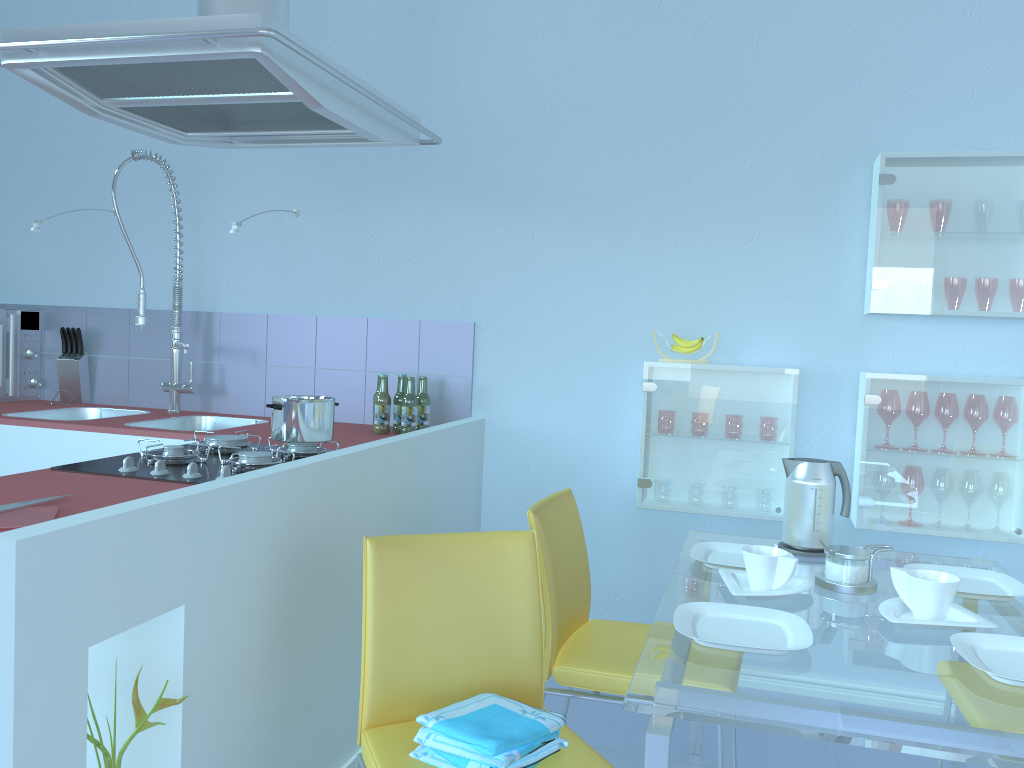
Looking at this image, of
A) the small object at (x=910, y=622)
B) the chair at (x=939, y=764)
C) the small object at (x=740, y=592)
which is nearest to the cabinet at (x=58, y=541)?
the small object at (x=740, y=592)

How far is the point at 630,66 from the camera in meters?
2.8

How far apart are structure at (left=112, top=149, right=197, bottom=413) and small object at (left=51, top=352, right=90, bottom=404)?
0.43m

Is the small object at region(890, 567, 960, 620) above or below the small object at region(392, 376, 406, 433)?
below

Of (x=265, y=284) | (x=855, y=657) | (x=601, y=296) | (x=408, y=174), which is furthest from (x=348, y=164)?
(x=855, y=657)

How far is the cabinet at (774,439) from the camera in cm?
260

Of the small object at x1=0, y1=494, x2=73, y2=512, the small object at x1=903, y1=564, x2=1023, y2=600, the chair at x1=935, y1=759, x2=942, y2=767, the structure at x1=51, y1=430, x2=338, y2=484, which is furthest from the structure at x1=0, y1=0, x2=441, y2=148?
the chair at x1=935, y1=759, x2=942, y2=767

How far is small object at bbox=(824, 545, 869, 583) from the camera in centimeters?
181cm

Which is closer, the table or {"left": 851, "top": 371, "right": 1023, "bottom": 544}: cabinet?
the table

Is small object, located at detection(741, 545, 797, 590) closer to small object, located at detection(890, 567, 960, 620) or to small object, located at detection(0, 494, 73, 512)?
small object, located at detection(890, 567, 960, 620)
